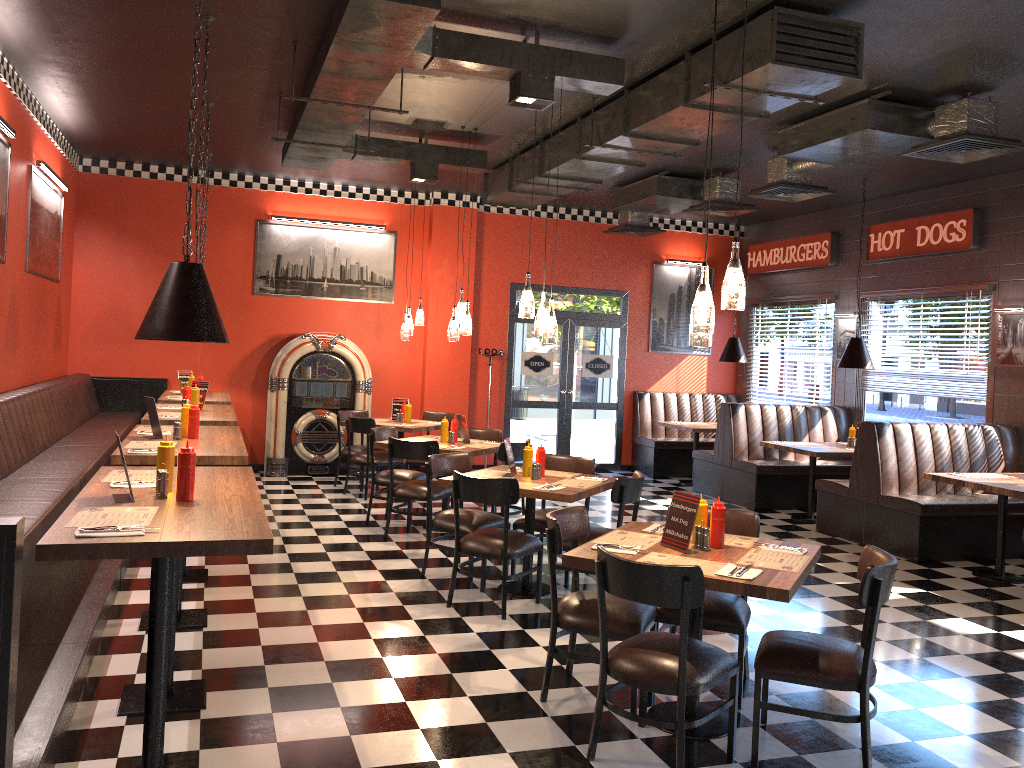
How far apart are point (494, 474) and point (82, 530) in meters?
3.6 m

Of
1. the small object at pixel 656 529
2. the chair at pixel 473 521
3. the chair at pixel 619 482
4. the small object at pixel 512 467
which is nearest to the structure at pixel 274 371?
the chair at pixel 473 521

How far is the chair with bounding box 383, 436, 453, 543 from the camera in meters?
7.4 m

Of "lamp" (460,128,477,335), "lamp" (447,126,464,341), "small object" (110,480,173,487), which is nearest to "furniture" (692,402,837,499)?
"lamp" (460,128,477,335)

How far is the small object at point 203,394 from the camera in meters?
7.7

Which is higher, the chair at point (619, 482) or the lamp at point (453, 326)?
the lamp at point (453, 326)

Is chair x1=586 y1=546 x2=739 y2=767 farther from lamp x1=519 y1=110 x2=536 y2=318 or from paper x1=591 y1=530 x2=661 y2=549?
lamp x1=519 y1=110 x2=536 y2=318

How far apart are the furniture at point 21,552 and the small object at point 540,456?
2.8 meters

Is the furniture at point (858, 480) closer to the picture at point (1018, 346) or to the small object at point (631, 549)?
the picture at point (1018, 346)

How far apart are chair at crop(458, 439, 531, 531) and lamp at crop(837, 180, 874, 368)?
4.0m
